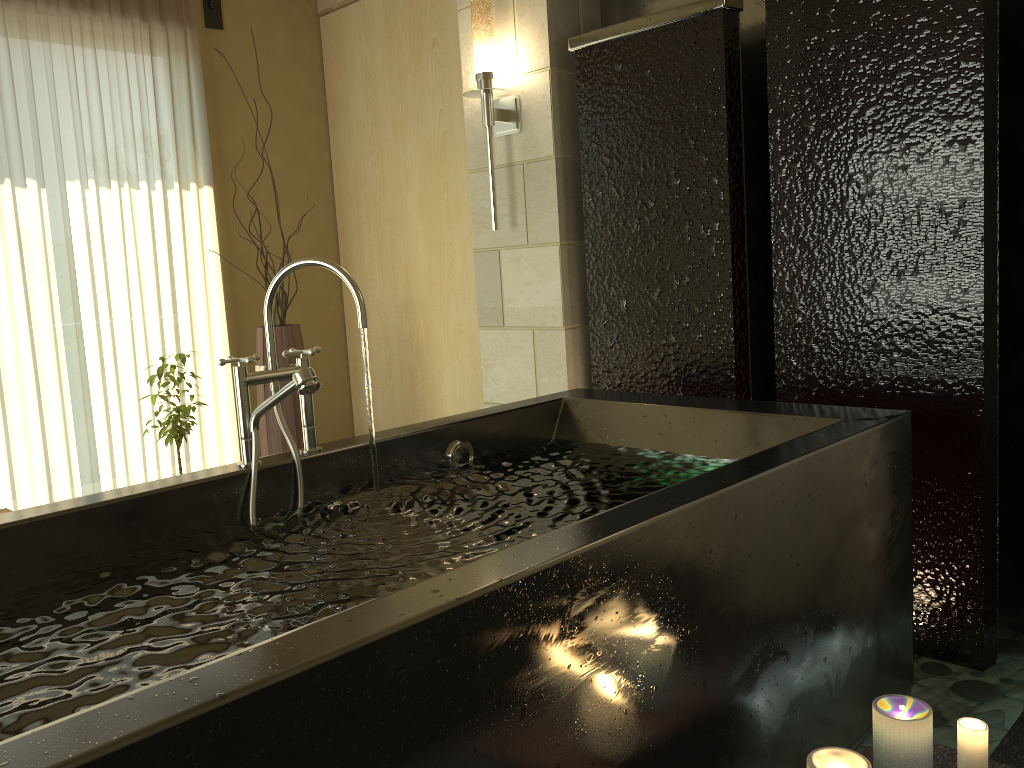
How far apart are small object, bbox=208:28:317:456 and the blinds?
0.62m

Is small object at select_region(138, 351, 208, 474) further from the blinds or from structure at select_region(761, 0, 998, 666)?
structure at select_region(761, 0, 998, 666)

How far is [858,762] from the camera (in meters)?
1.40

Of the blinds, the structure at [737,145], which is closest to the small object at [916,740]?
the structure at [737,145]

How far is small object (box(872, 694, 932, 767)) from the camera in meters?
1.4

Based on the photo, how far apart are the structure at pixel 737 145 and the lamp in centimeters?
29cm

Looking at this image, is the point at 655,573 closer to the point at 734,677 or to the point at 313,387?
the point at 734,677

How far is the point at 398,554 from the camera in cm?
167

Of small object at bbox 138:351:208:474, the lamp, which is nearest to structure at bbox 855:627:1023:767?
the lamp

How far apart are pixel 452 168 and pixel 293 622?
3.0 meters
